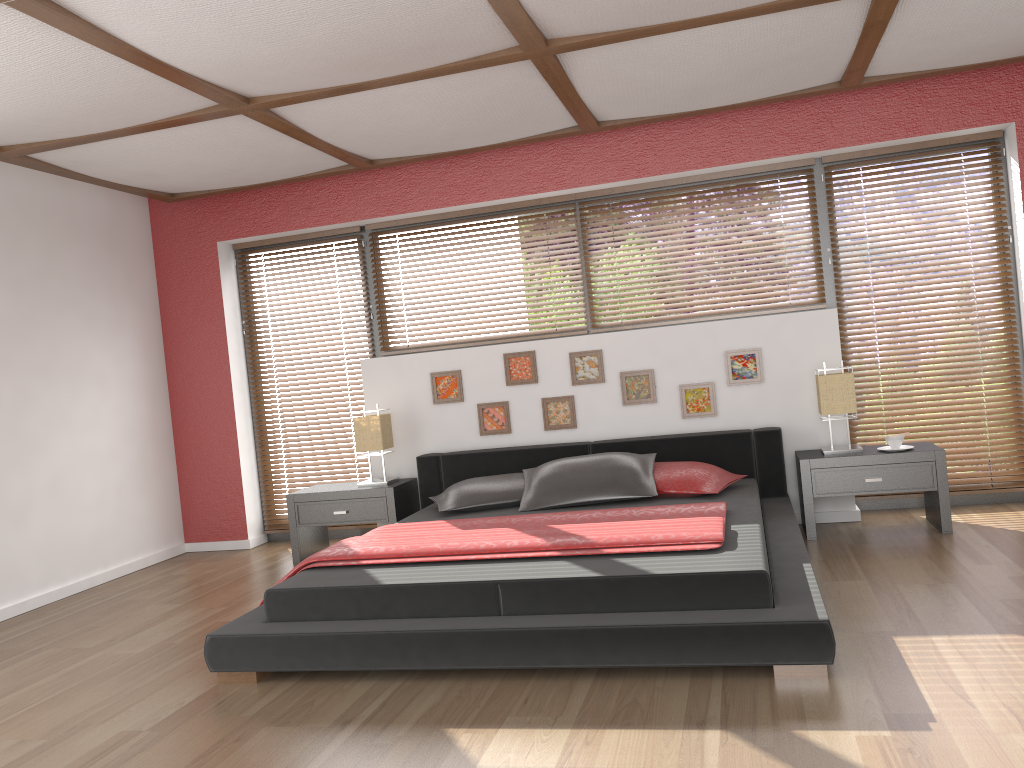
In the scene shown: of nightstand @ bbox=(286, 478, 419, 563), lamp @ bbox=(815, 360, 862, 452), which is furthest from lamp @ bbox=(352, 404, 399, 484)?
lamp @ bbox=(815, 360, 862, 452)

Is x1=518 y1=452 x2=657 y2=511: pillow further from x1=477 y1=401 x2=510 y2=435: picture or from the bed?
x1=477 y1=401 x2=510 y2=435: picture

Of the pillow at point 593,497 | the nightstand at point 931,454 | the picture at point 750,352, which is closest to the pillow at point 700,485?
the pillow at point 593,497

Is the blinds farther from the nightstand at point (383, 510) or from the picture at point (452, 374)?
the picture at point (452, 374)

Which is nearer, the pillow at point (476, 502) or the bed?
the bed

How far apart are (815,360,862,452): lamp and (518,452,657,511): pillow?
0.9m

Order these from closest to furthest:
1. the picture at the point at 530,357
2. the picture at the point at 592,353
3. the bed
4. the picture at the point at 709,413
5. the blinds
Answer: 1. the bed
2. the blinds
3. the picture at the point at 709,413
4. the picture at the point at 592,353
5. the picture at the point at 530,357

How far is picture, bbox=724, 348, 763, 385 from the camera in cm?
508

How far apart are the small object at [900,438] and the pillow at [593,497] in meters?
1.2 m

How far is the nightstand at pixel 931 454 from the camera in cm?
446
